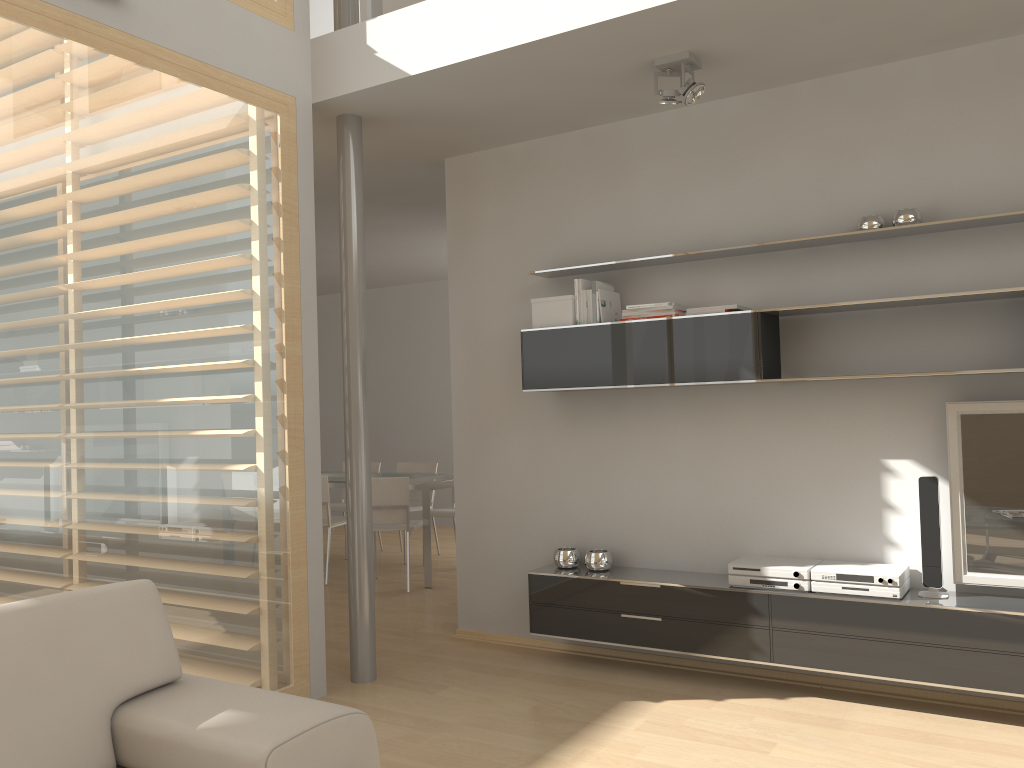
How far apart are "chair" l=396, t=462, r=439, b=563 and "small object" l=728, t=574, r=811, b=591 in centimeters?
425cm

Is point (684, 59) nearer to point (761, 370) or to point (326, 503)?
point (761, 370)

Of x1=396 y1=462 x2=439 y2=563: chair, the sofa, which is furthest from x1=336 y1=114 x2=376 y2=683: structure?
x1=396 y1=462 x2=439 y2=563: chair

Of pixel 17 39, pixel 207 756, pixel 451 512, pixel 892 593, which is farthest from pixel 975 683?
pixel 451 512

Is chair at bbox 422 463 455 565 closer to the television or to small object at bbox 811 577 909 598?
small object at bbox 811 577 909 598

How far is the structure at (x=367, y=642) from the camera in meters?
4.2 m

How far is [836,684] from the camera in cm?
389

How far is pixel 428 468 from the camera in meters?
7.8

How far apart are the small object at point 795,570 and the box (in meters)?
1.35

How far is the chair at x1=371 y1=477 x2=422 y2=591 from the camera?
6.3m
